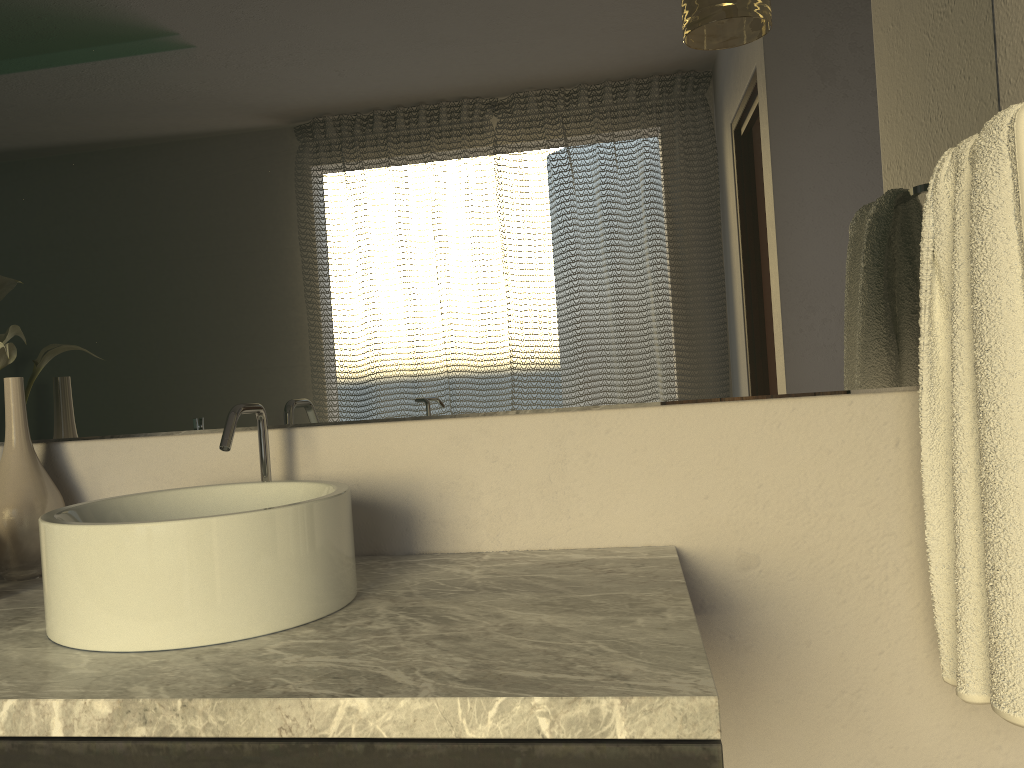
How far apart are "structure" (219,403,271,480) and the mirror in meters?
0.1

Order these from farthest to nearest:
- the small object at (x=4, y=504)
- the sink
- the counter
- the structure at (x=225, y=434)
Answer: the small object at (x=4, y=504), the structure at (x=225, y=434), the sink, the counter

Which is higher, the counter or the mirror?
the mirror

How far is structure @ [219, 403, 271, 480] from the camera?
1.15m

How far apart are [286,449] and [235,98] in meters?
0.5

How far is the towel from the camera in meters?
0.9 m

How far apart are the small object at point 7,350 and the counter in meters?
0.3 m

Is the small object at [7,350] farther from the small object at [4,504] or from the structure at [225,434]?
the structure at [225,434]

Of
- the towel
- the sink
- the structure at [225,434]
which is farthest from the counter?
the towel

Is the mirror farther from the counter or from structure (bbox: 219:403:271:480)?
the counter
